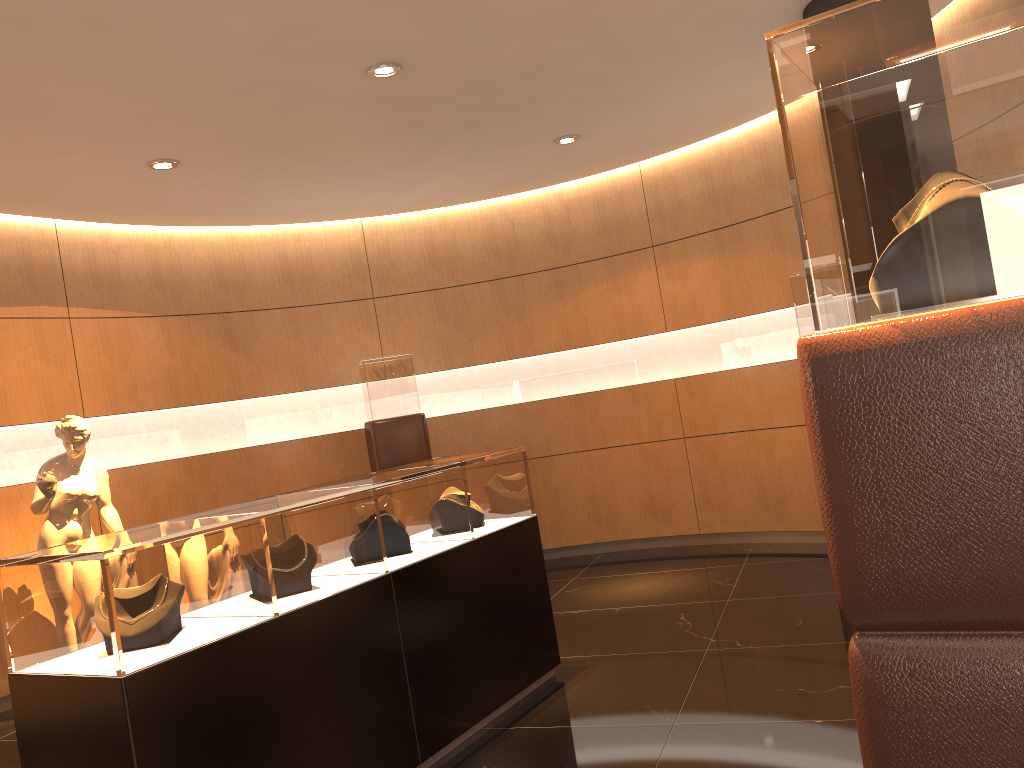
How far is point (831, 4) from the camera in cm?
457

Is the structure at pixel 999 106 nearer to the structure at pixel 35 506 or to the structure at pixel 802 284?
the structure at pixel 802 284

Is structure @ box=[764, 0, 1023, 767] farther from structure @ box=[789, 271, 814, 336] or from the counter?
structure @ box=[789, 271, 814, 336]

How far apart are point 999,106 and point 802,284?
4.6m

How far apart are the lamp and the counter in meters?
2.1

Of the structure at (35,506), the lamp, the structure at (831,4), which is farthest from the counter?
the structure at (831,4)

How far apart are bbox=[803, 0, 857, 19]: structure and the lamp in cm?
221

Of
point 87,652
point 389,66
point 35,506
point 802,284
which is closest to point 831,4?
point 802,284

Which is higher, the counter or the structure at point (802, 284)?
the structure at point (802, 284)

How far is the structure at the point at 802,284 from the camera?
5.7m
